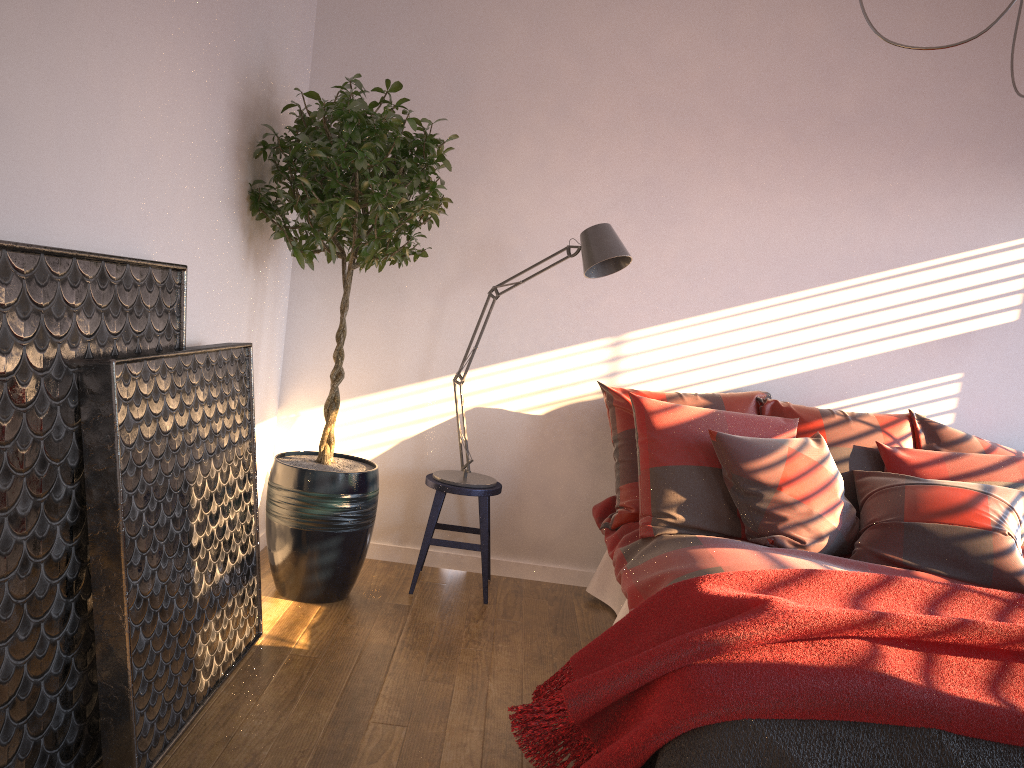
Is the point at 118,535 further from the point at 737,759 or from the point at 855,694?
the point at 855,694

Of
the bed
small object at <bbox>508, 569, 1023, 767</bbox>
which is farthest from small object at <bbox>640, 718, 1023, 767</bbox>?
the bed

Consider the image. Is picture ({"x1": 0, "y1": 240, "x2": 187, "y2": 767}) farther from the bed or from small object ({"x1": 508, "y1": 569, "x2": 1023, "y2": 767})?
the bed

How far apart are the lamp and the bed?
0.47m

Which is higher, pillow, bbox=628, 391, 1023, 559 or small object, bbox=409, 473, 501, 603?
pillow, bbox=628, 391, 1023, 559

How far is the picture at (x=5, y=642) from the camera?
1.7m

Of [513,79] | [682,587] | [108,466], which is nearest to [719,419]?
[682,587]

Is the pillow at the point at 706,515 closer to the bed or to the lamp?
the bed

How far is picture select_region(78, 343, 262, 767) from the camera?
2.0m

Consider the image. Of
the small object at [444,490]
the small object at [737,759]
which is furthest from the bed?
the small object at [737,759]
